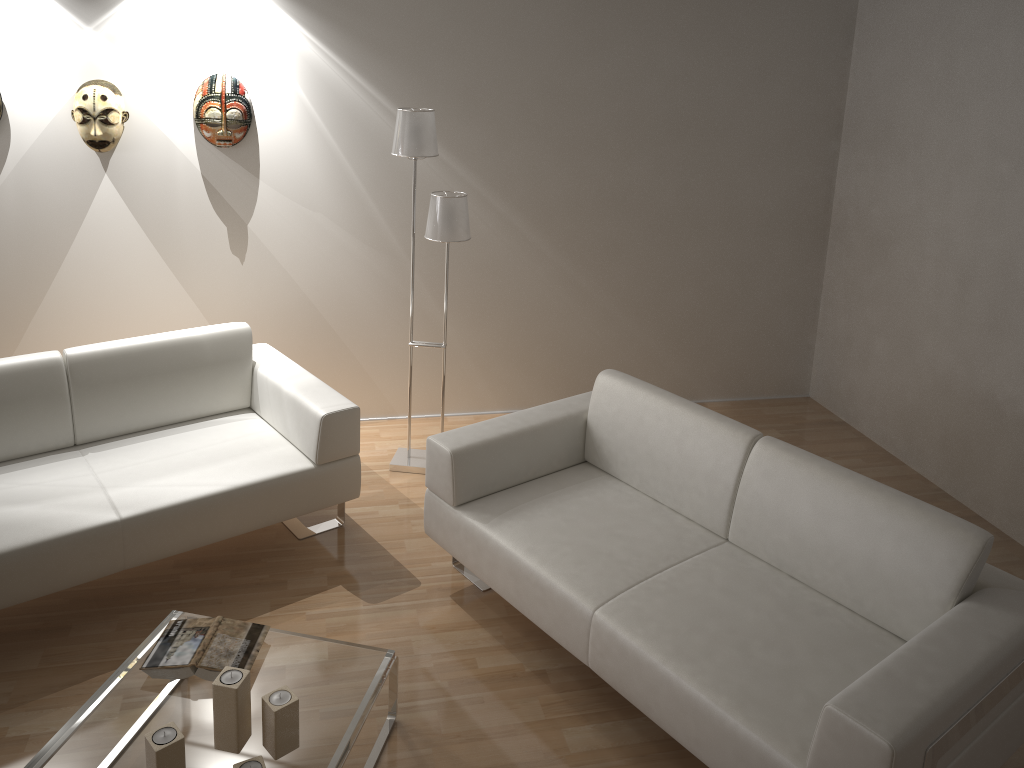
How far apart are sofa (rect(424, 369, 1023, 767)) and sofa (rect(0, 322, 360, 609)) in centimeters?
40cm

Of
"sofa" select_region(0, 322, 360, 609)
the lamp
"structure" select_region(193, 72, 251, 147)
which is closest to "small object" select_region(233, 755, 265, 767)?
"sofa" select_region(0, 322, 360, 609)

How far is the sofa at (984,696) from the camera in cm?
215

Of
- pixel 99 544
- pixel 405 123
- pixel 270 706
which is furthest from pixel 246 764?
pixel 405 123

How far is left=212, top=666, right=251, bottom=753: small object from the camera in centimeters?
219cm

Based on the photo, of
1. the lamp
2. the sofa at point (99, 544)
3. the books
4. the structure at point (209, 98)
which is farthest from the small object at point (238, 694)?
the structure at point (209, 98)

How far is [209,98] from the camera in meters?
3.9

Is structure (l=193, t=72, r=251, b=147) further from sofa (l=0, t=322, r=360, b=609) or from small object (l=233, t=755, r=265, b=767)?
small object (l=233, t=755, r=265, b=767)

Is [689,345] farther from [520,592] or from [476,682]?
[476,682]

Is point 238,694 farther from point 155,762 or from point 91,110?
point 91,110
